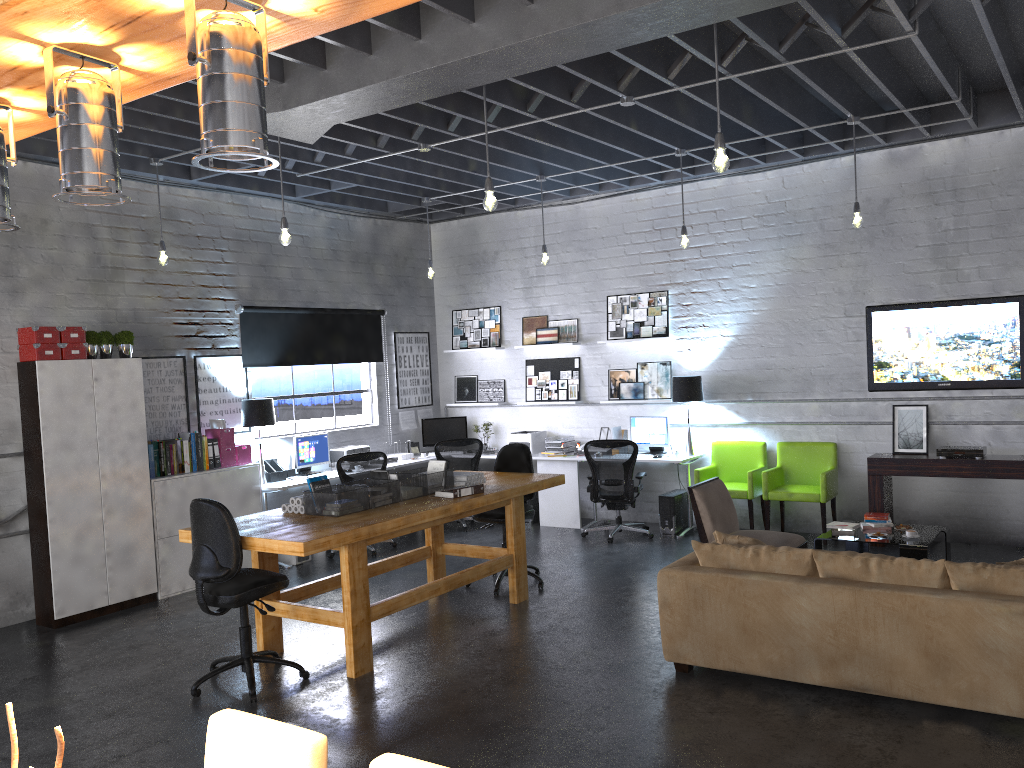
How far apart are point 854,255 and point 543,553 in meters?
4.1 m

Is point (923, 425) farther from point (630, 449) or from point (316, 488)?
point (316, 488)

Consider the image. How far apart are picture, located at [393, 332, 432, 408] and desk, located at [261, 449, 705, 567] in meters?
1.3

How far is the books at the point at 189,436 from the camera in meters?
7.9 m

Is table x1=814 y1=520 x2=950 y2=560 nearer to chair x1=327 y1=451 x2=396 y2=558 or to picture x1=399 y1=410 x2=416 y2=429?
chair x1=327 y1=451 x2=396 y2=558

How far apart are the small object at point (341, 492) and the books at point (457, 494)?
0.6m

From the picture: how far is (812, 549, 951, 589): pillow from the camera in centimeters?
445cm

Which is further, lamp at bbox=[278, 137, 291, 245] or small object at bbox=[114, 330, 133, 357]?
small object at bbox=[114, 330, 133, 357]

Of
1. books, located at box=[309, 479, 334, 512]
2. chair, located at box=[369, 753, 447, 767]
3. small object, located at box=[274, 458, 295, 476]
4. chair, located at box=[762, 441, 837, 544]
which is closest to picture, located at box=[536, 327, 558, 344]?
chair, located at box=[762, 441, 837, 544]

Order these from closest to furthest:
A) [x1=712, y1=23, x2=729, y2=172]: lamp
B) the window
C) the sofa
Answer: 1. the sofa
2. [x1=712, y1=23, x2=729, y2=172]: lamp
3. the window
